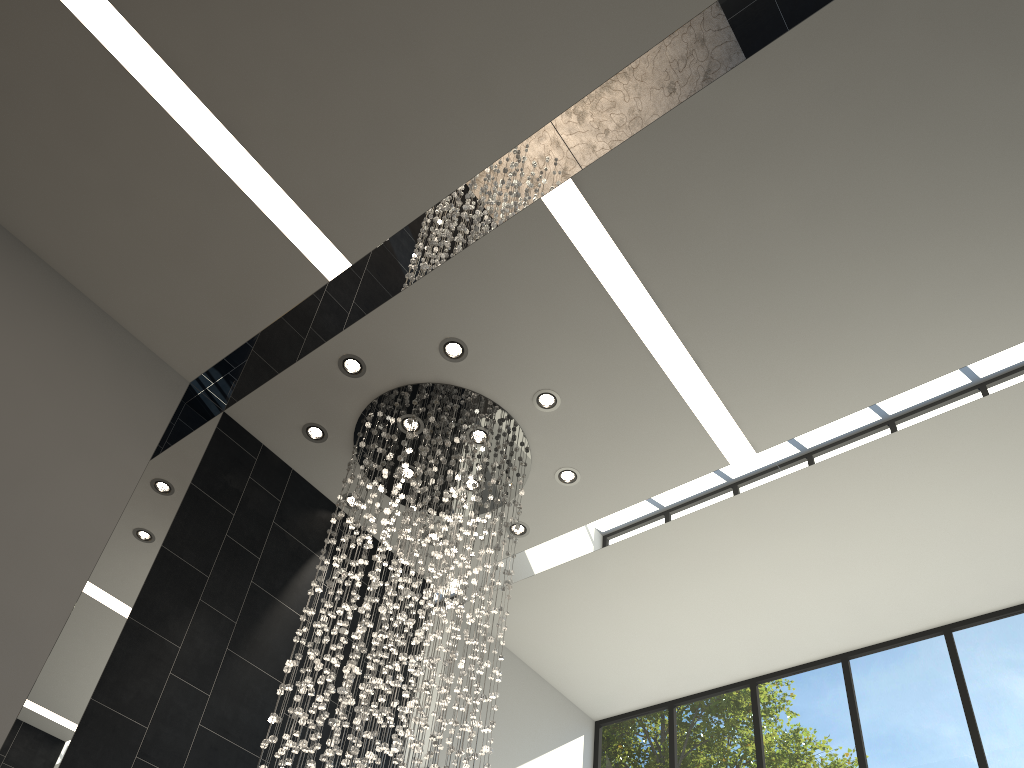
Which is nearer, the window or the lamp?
the lamp

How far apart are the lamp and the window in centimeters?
266cm

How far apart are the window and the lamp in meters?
2.7

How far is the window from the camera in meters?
6.4

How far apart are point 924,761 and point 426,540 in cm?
431

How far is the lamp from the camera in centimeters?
493cm

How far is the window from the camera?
6.4 meters

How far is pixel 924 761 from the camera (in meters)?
6.44
